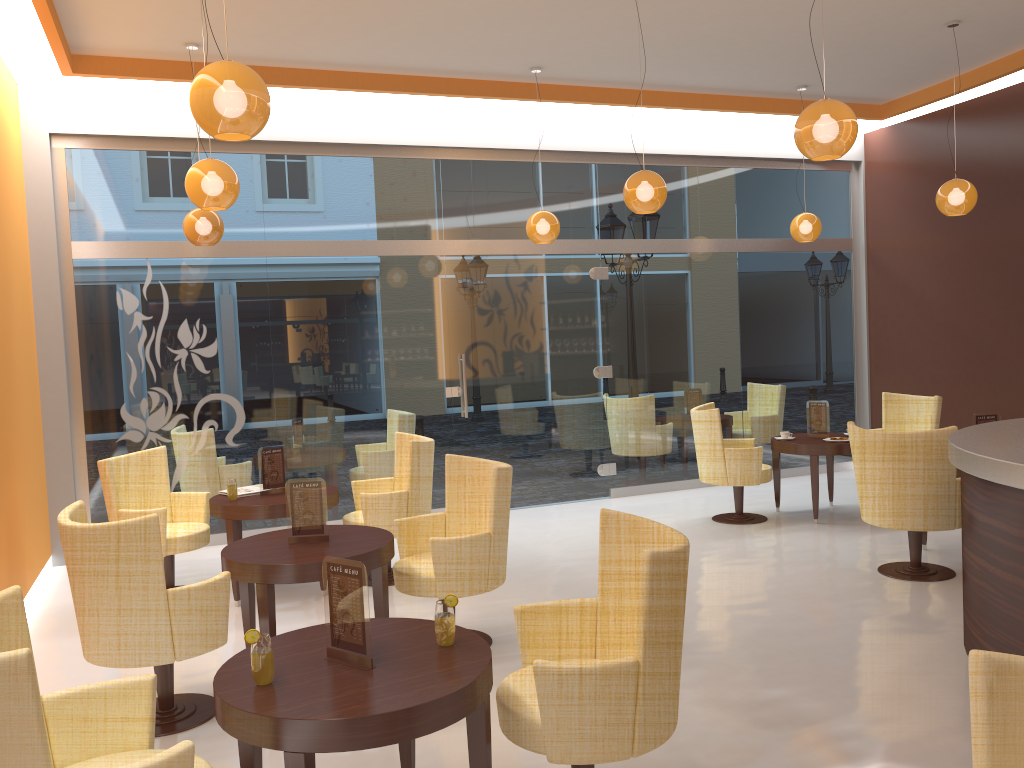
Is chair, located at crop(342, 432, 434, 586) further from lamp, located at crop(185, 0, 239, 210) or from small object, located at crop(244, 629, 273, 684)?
small object, located at crop(244, 629, 273, 684)

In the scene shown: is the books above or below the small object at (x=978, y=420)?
below

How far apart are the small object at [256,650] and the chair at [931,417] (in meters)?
6.74

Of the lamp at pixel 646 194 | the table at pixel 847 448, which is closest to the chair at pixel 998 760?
the lamp at pixel 646 194

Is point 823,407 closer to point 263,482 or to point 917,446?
point 917,446

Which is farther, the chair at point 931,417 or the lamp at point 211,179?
the chair at point 931,417

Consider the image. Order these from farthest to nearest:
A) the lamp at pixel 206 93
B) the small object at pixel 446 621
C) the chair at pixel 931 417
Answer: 1. the chair at pixel 931 417
2. the lamp at pixel 206 93
3. the small object at pixel 446 621

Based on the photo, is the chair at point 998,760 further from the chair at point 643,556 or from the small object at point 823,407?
the small object at point 823,407

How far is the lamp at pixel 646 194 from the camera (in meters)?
5.90

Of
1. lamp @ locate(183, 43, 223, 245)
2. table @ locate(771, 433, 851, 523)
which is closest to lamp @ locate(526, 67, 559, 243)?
lamp @ locate(183, 43, 223, 245)
